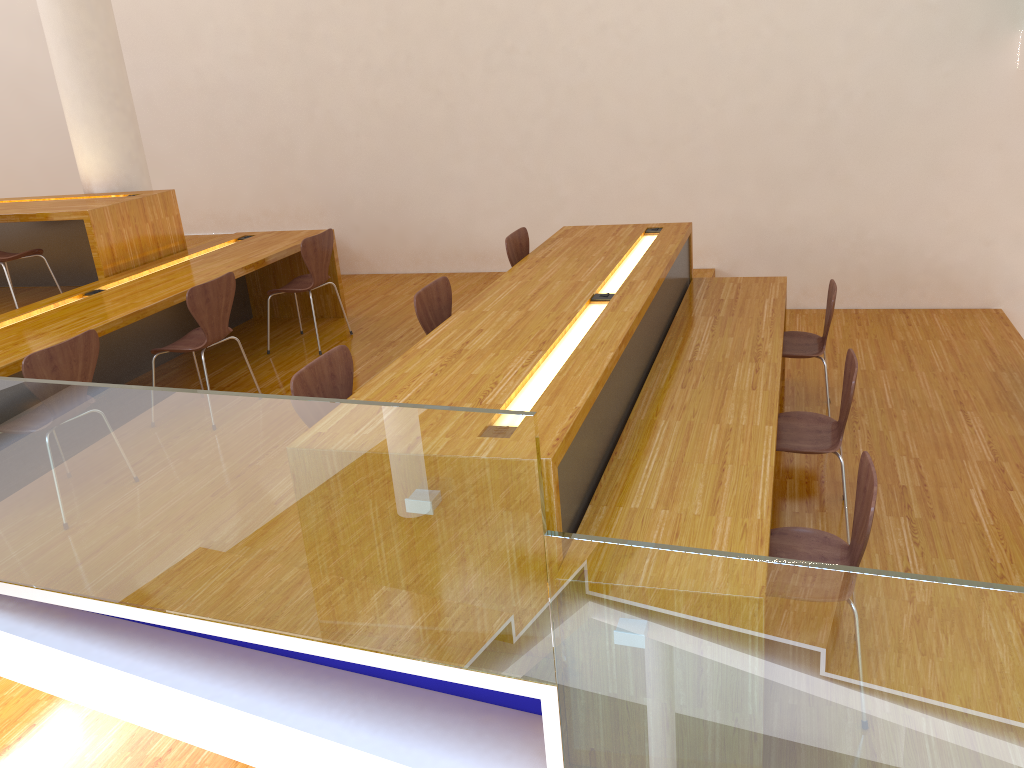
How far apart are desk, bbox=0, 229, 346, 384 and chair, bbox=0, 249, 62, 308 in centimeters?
58cm

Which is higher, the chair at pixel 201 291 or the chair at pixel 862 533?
the chair at pixel 201 291

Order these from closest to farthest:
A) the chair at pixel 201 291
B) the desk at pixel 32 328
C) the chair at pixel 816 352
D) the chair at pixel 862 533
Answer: the chair at pixel 862 533 → the desk at pixel 32 328 → the chair at pixel 201 291 → the chair at pixel 816 352

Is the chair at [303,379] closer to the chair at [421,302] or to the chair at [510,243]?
the chair at [421,302]

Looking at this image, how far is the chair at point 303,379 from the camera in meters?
2.8

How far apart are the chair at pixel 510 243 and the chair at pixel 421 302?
0.8 meters

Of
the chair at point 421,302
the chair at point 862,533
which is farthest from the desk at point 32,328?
the chair at point 862,533

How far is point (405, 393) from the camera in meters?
2.8

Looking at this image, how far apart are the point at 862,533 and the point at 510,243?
2.7m

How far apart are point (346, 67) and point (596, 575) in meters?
5.7 m
